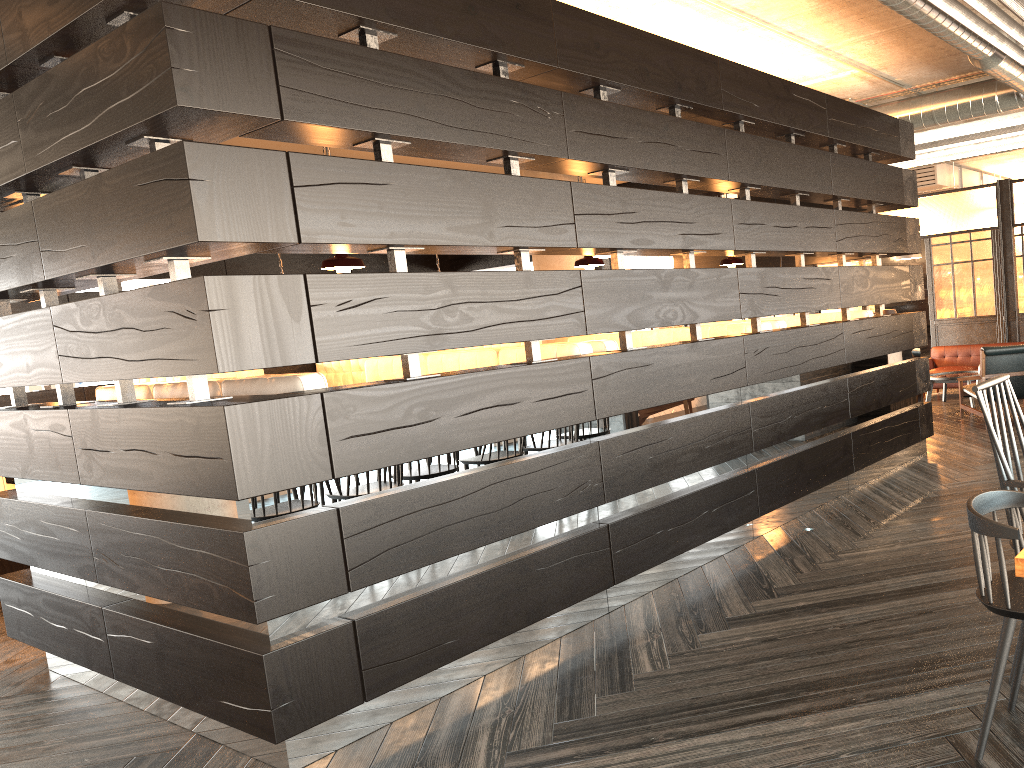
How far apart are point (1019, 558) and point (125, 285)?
13.6m

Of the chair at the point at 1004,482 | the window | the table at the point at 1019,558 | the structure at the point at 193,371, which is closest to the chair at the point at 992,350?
the structure at the point at 193,371

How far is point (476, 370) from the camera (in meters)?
3.53

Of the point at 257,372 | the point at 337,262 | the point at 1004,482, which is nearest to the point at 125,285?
the point at 257,372

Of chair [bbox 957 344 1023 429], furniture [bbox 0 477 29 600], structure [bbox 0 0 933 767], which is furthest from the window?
chair [bbox 957 344 1023 429]

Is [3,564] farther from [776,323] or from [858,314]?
[858,314]

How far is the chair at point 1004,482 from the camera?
2.47m

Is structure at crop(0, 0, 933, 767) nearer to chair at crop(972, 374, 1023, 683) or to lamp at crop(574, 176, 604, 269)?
lamp at crop(574, 176, 604, 269)

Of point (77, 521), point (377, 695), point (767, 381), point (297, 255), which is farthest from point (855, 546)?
point (297, 255)

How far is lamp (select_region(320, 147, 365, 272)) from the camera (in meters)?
4.30
